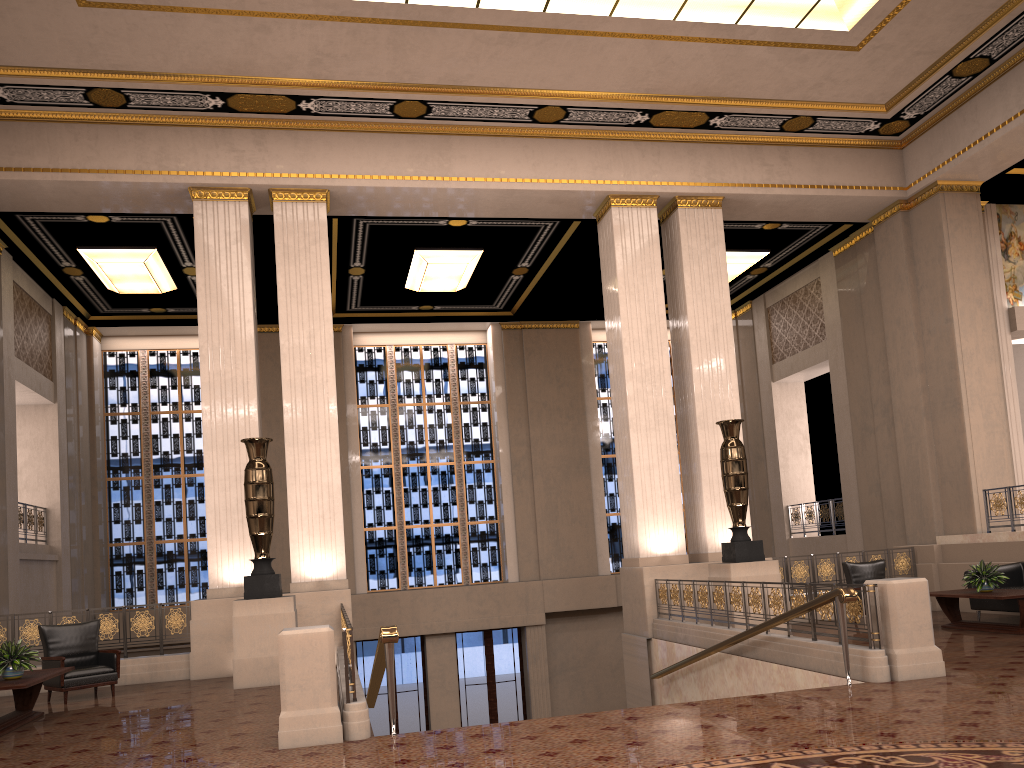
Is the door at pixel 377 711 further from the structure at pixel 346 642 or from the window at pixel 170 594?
the structure at pixel 346 642

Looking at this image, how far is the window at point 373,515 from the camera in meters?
18.8

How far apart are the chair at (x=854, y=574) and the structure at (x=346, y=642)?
6.9m

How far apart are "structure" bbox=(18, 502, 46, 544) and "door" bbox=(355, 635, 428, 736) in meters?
6.4 m

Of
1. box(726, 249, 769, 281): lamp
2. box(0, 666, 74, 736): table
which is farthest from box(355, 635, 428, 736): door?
box(0, 666, 74, 736): table

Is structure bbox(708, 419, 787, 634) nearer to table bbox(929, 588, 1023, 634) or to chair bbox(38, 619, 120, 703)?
table bbox(929, 588, 1023, 634)

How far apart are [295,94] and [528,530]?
10.47m

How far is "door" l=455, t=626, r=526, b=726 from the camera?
18.0 meters

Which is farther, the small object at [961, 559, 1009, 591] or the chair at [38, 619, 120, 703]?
the small object at [961, 559, 1009, 591]

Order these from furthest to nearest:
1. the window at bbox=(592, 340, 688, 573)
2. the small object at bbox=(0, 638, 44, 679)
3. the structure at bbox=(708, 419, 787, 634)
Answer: the window at bbox=(592, 340, 688, 573) < the structure at bbox=(708, 419, 787, 634) < the small object at bbox=(0, 638, 44, 679)
